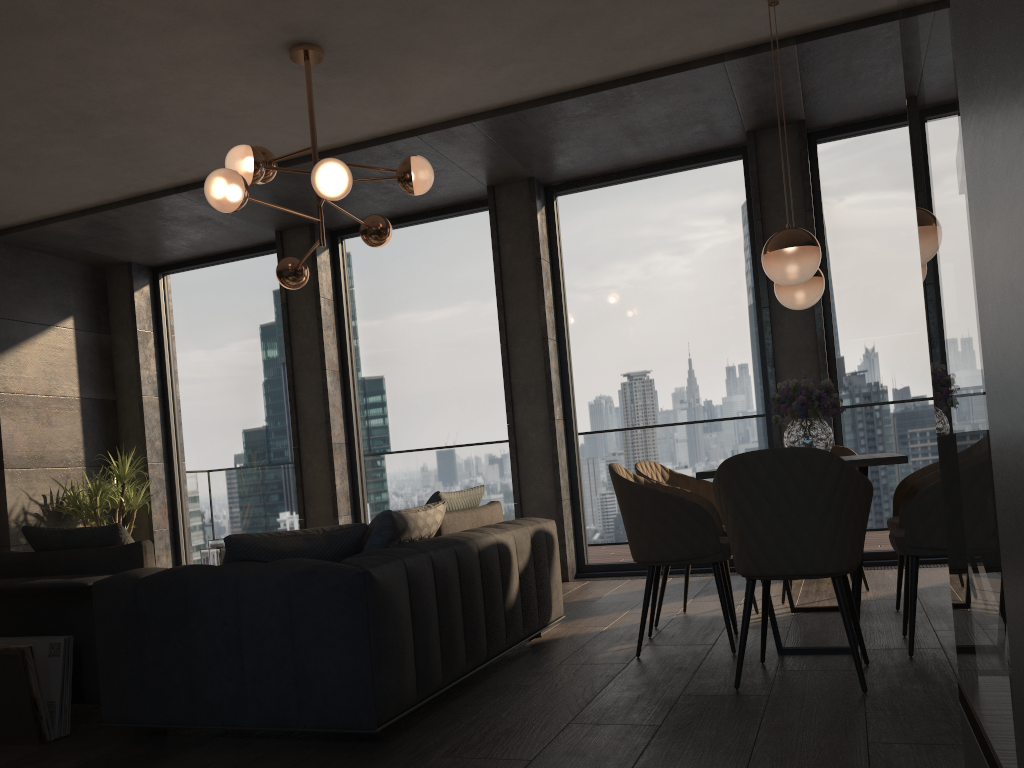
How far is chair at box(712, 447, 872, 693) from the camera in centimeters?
292cm

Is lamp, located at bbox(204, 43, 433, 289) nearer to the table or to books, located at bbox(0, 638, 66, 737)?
books, located at bbox(0, 638, 66, 737)

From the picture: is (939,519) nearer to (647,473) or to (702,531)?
(702,531)

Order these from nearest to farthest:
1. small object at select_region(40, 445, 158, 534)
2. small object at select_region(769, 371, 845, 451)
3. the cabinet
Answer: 1. the cabinet
2. small object at select_region(769, 371, 845, 451)
3. small object at select_region(40, 445, 158, 534)

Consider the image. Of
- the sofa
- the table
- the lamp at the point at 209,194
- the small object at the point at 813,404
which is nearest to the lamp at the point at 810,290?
the small object at the point at 813,404

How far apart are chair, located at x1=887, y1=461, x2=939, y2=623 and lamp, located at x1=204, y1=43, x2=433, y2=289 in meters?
2.8

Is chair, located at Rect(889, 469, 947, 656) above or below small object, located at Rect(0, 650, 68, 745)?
above

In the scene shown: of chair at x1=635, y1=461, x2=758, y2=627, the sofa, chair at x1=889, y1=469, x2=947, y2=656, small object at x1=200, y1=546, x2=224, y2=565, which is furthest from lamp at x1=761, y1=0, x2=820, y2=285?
small object at x1=200, y1=546, x2=224, y2=565

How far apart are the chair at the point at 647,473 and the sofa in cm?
51

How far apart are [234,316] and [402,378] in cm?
180
